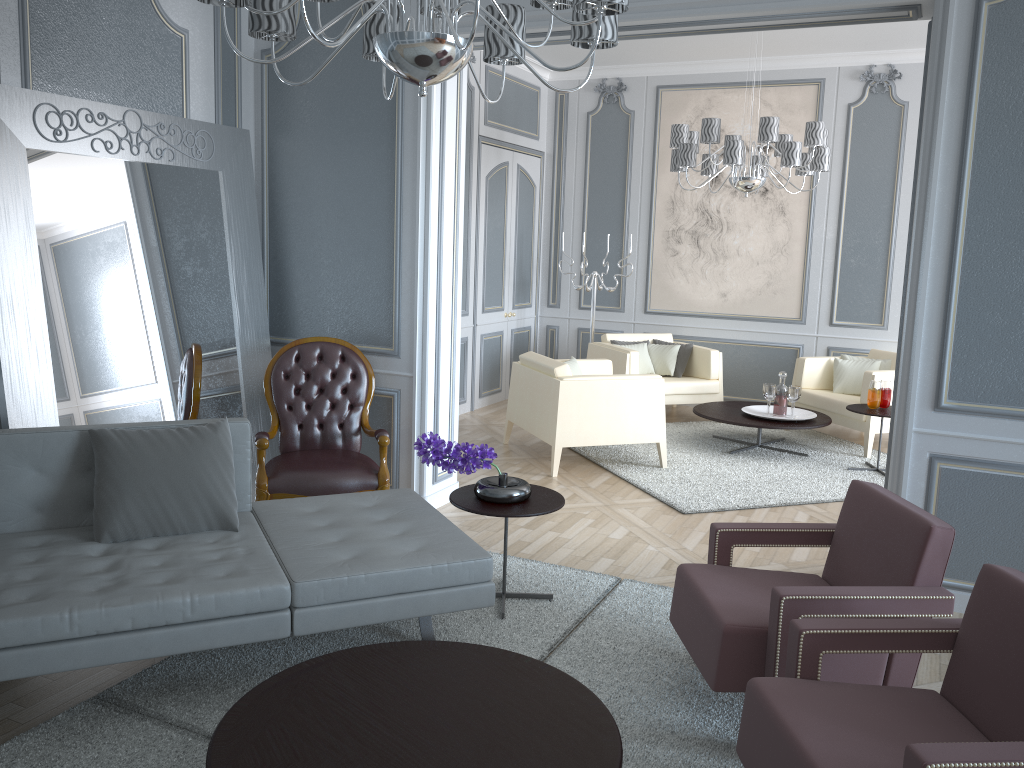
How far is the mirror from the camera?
3.2m

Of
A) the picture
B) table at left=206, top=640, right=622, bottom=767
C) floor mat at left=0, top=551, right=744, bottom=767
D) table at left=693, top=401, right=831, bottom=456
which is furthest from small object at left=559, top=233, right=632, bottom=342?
table at left=206, top=640, right=622, bottom=767

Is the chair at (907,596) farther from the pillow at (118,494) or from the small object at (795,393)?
the small object at (795,393)

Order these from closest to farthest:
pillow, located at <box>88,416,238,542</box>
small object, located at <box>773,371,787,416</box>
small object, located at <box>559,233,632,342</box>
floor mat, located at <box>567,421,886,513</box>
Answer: pillow, located at <box>88,416,238,542</box> < floor mat, located at <box>567,421,886,513</box> < small object, located at <box>773,371,787,416</box> < small object, located at <box>559,233,632,342</box>

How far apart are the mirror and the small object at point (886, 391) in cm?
353

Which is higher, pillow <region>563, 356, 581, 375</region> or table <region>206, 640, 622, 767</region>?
pillow <region>563, 356, 581, 375</region>

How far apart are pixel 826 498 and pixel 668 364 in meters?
2.2 m

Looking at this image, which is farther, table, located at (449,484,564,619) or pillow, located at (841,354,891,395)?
pillow, located at (841,354,891,395)

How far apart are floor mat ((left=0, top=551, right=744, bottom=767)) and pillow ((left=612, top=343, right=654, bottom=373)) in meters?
3.3

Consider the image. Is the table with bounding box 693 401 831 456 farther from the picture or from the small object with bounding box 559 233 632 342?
the small object with bounding box 559 233 632 342
